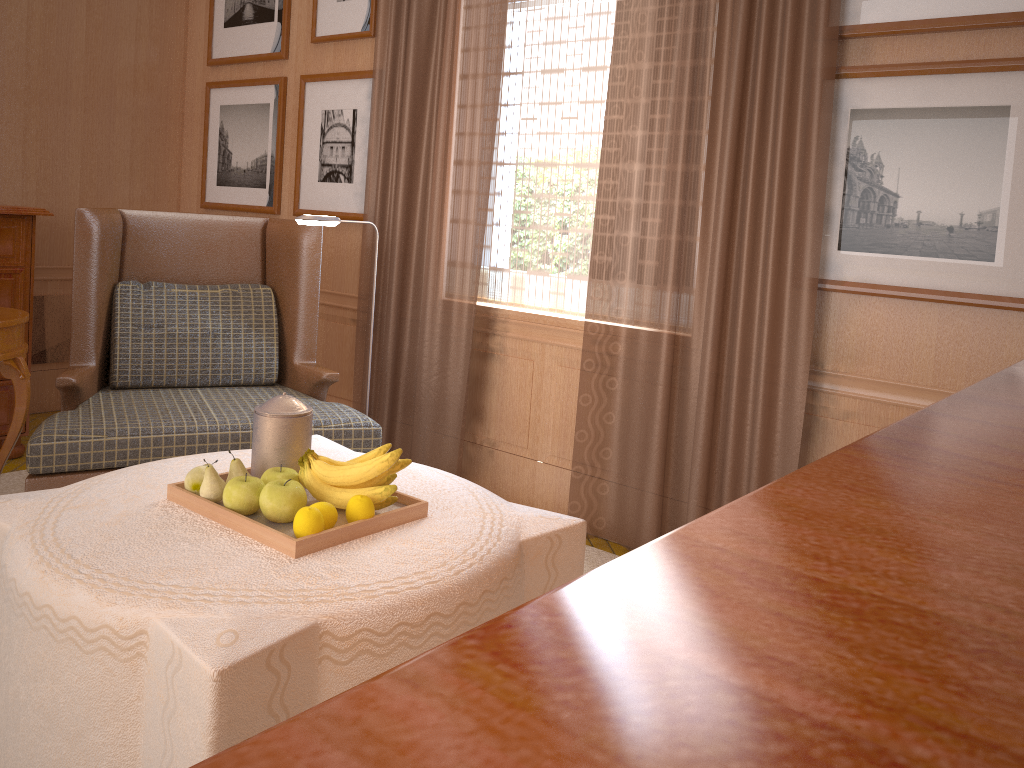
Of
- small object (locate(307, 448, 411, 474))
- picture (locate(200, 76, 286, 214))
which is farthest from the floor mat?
picture (locate(200, 76, 286, 214))

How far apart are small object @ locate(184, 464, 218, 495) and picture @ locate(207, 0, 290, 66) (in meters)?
5.34

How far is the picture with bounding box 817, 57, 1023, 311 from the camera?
4.3 meters

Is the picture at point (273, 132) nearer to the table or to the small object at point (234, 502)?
the table

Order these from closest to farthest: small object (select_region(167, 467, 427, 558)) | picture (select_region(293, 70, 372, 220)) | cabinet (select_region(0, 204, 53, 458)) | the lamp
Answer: small object (select_region(167, 467, 427, 558)) < the lamp < cabinet (select_region(0, 204, 53, 458)) < picture (select_region(293, 70, 372, 220))

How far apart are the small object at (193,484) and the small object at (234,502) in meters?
0.2 m

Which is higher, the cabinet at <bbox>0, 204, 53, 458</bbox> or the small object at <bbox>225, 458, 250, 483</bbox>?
the cabinet at <bbox>0, 204, 53, 458</bbox>

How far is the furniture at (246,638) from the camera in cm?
254

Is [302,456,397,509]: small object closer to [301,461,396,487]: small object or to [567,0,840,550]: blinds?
[301,461,396,487]: small object

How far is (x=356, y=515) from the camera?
3.3 meters
